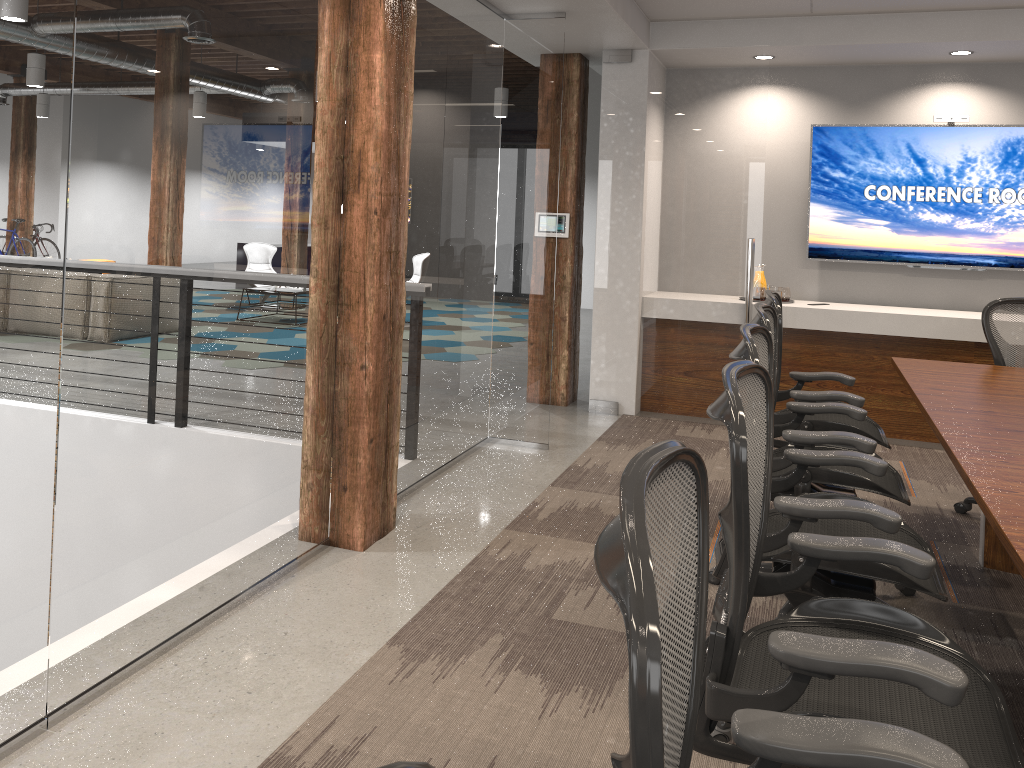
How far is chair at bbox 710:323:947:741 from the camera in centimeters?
225cm

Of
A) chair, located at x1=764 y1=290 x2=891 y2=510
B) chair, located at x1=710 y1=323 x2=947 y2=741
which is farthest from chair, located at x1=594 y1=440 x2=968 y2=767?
chair, located at x1=764 y1=290 x2=891 y2=510

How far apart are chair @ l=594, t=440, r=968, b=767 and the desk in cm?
64

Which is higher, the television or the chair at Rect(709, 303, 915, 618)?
the television

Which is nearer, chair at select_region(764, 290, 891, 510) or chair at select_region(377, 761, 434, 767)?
chair at select_region(377, 761, 434, 767)

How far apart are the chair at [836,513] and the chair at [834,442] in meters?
0.2 m

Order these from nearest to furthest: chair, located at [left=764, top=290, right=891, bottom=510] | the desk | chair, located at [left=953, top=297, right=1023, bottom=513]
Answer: the desk
chair, located at [left=764, top=290, right=891, bottom=510]
chair, located at [left=953, top=297, right=1023, bottom=513]

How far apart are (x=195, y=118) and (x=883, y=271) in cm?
527

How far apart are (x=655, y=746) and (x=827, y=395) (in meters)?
3.24

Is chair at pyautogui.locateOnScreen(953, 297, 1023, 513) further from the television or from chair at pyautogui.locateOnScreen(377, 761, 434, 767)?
chair at pyautogui.locateOnScreen(377, 761, 434, 767)
